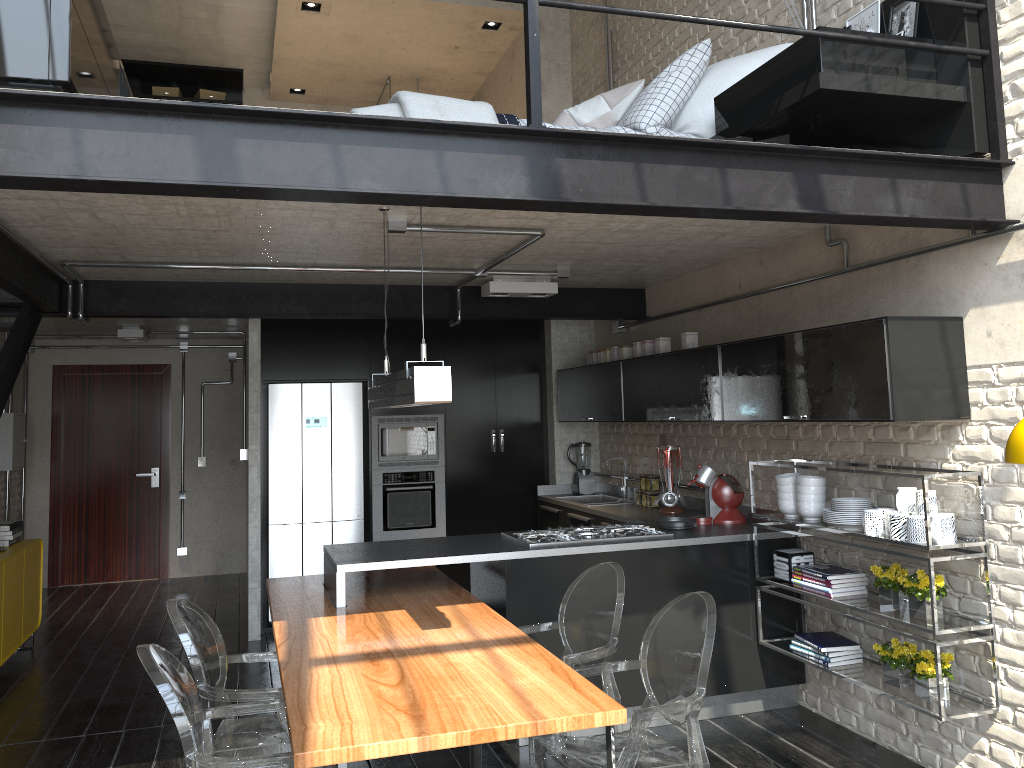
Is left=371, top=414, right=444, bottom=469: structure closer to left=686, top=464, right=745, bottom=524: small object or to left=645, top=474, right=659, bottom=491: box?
left=645, top=474, right=659, bottom=491: box

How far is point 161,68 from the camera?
9.06m

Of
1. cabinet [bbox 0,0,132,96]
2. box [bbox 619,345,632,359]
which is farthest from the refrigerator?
cabinet [bbox 0,0,132,96]

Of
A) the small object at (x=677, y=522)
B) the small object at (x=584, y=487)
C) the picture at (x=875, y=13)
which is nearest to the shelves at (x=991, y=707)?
the small object at (x=677, y=522)

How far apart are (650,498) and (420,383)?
3.5m

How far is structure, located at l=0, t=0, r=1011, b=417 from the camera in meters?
2.8 m

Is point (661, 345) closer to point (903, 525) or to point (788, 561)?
point (788, 561)

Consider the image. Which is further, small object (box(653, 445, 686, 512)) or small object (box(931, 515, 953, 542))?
small object (box(653, 445, 686, 512))

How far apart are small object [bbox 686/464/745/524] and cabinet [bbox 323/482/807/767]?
0.06m

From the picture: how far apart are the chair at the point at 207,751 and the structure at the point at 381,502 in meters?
3.4
